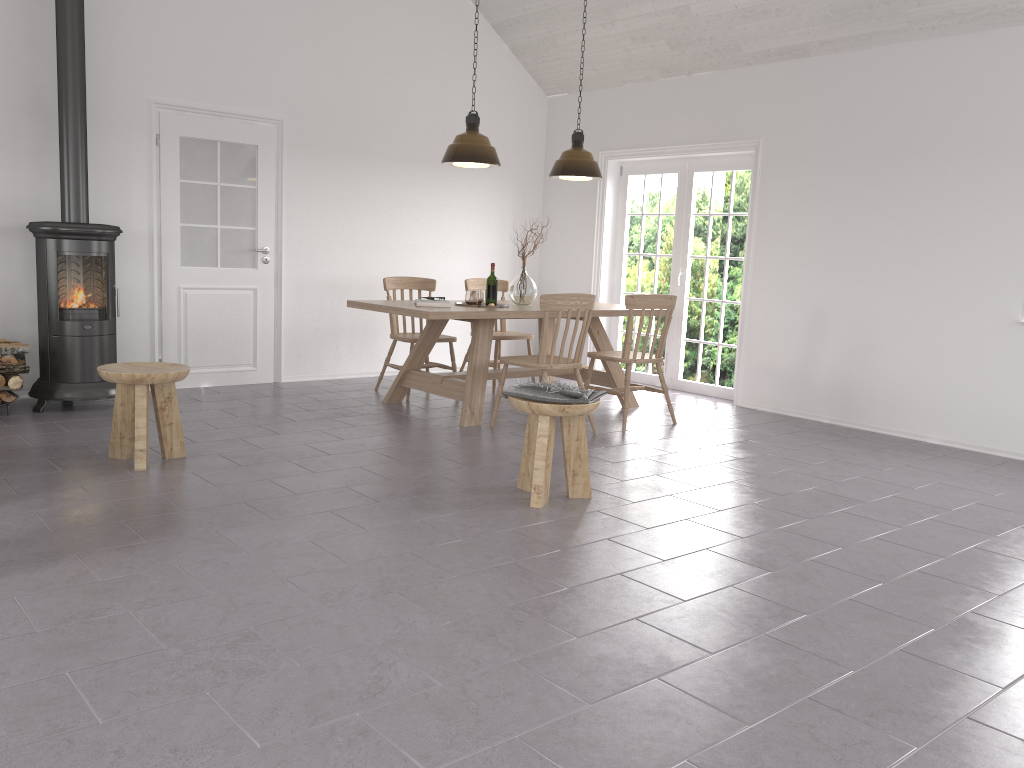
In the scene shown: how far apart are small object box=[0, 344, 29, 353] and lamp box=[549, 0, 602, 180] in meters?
3.7 m

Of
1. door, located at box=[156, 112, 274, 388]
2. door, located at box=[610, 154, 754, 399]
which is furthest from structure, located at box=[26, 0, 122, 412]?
door, located at box=[610, 154, 754, 399]

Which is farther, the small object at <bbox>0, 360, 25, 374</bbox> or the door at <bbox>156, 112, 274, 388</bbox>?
the door at <bbox>156, 112, 274, 388</bbox>

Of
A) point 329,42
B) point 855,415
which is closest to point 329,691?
point 855,415

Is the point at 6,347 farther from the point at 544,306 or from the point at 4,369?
the point at 544,306

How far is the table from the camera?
5.73m

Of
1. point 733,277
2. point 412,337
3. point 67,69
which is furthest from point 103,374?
point 733,277

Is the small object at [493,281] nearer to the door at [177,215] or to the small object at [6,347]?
the door at [177,215]

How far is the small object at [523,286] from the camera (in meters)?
6.43

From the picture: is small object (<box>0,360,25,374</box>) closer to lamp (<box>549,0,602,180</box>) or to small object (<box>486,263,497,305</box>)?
small object (<box>486,263,497,305</box>)
